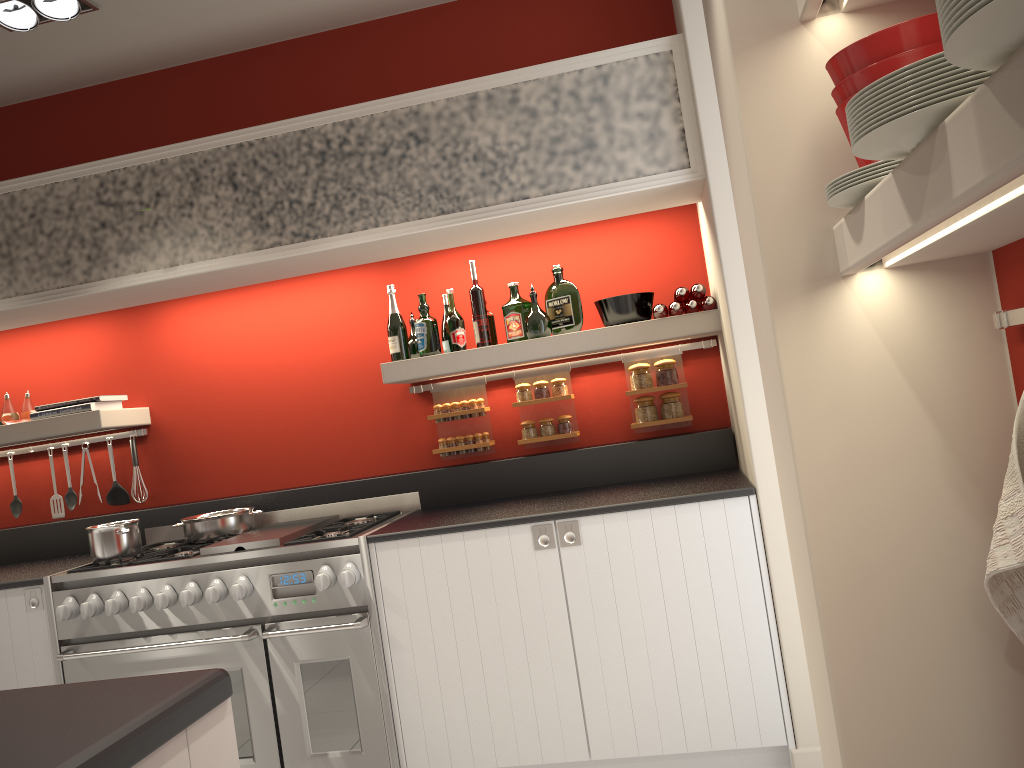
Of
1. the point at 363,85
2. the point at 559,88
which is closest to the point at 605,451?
the point at 559,88

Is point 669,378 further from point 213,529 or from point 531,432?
point 213,529

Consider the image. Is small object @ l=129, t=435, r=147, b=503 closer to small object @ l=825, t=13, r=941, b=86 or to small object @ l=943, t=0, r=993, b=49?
small object @ l=825, t=13, r=941, b=86

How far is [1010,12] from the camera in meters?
0.8

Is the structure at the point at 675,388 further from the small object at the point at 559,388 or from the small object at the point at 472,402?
the small object at the point at 472,402

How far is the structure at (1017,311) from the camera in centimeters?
157cm

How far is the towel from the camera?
1.51m

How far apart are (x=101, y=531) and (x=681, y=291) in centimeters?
244cm

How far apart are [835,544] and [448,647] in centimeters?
170cm

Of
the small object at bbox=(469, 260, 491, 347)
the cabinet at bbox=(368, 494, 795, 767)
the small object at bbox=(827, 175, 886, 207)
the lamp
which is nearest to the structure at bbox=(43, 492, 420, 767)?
the cabinet at bbox=(368, 494, 795, 767)
